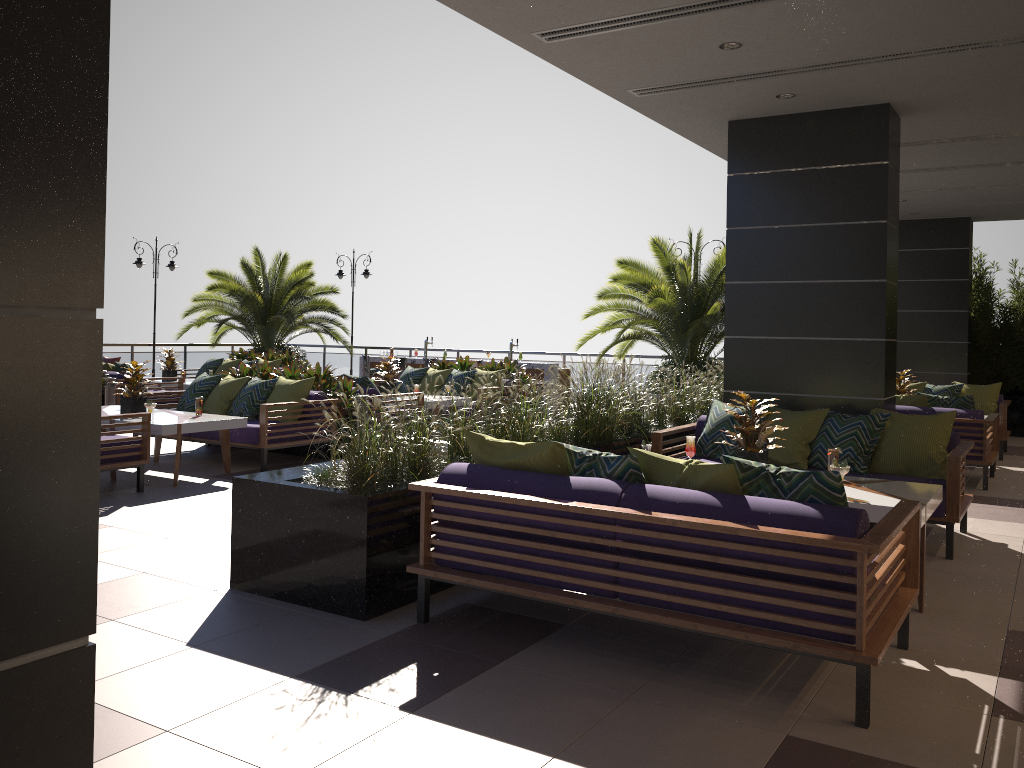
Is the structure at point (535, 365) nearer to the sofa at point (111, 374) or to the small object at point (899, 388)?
the sofa at point (111, 374)

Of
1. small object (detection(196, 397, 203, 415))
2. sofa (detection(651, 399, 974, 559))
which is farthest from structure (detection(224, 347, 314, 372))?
sofa (detection(651, 399, 974, 559))

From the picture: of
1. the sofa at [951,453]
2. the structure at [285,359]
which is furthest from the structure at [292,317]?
the sofa at [951,453]

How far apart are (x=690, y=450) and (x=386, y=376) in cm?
643

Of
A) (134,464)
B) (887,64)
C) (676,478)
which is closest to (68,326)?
(676,478)

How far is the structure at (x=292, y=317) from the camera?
18.32m

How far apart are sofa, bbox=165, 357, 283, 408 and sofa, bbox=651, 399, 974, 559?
10.04m

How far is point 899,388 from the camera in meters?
10.4

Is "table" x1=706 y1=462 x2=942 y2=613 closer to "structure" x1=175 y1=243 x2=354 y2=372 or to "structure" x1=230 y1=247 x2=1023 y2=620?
"structure" x1=230 y1=247 x2=1023 y2=620

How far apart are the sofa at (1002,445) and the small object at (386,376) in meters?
6.9 m
